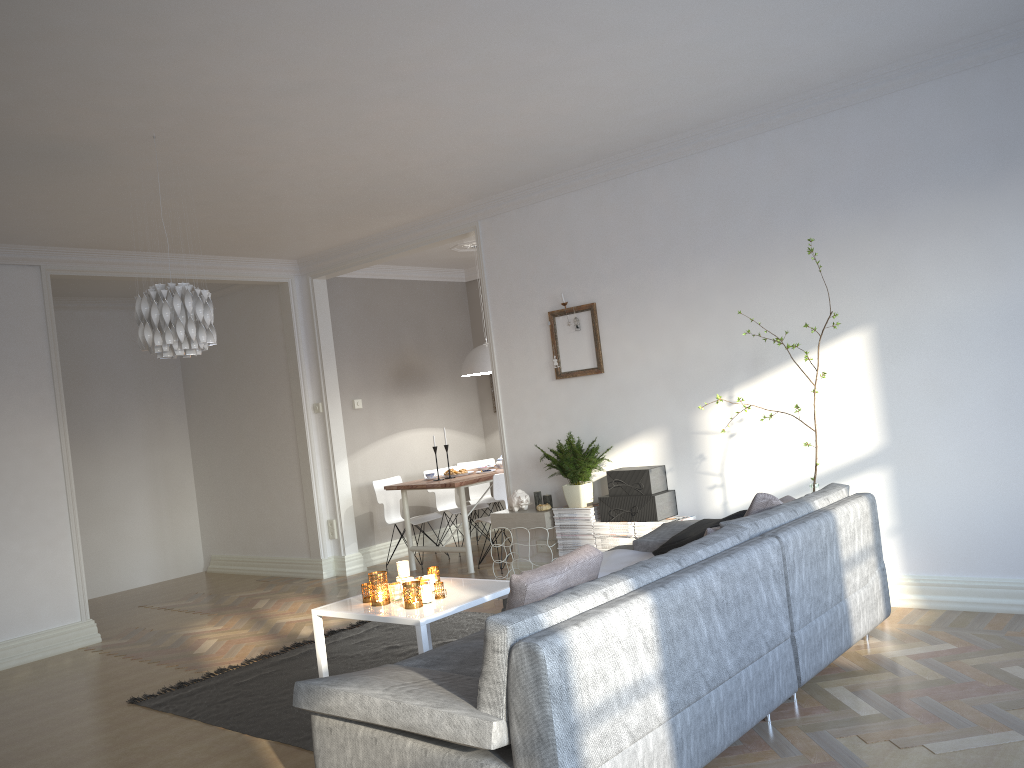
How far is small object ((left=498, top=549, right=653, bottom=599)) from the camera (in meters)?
4.40

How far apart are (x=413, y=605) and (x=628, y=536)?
2.1 meters

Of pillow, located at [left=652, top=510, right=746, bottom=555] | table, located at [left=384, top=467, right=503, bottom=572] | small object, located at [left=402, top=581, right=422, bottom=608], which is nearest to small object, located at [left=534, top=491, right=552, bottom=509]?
table, located at [left=384, top=467, right=503, bottom=572]

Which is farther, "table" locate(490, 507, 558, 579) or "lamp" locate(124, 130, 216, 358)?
"table" locate(490, 507, 558, 579)

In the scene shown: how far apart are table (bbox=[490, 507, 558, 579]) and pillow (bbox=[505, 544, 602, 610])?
3.0 meters

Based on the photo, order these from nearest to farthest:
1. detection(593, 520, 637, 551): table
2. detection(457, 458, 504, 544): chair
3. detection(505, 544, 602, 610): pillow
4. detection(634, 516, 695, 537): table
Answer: detection(505, 544, 602, 610): pillow
detection(634, 516, 695, 537): table
detection(593, 520, 637, 551): table
detection(457, 458, 504, 544): chair

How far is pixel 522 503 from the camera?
6.0 meters

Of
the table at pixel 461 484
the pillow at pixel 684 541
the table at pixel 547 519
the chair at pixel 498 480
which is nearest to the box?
the table at pixel 547 519

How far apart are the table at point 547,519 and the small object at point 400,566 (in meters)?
1.91

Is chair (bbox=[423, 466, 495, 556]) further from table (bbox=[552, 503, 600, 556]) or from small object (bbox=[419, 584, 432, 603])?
small object (bbox=[419, 584, 432, 603])
